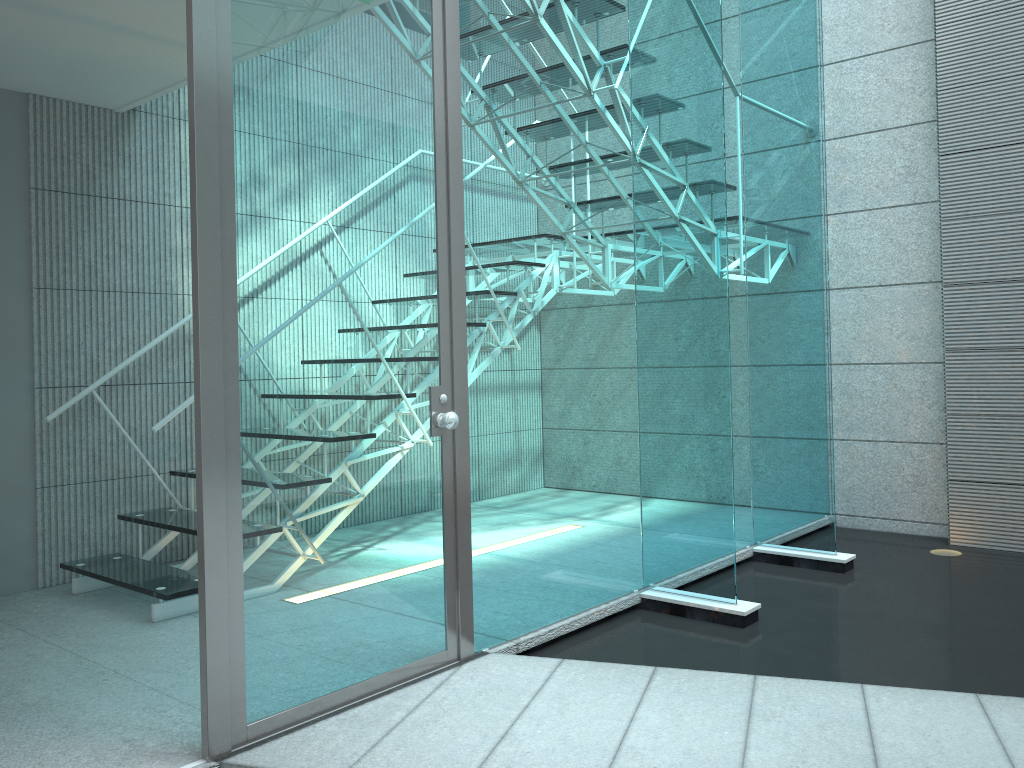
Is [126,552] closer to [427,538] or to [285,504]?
[427,538]

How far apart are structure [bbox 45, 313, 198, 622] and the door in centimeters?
100cm

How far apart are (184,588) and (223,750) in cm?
120

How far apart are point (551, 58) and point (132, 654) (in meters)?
2.33

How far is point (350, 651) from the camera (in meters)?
2.30

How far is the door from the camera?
2.01m

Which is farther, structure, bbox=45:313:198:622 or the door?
structure, bbox=45:313:198:622

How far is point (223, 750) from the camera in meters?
2.0

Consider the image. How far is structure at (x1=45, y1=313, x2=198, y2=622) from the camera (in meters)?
3.10
